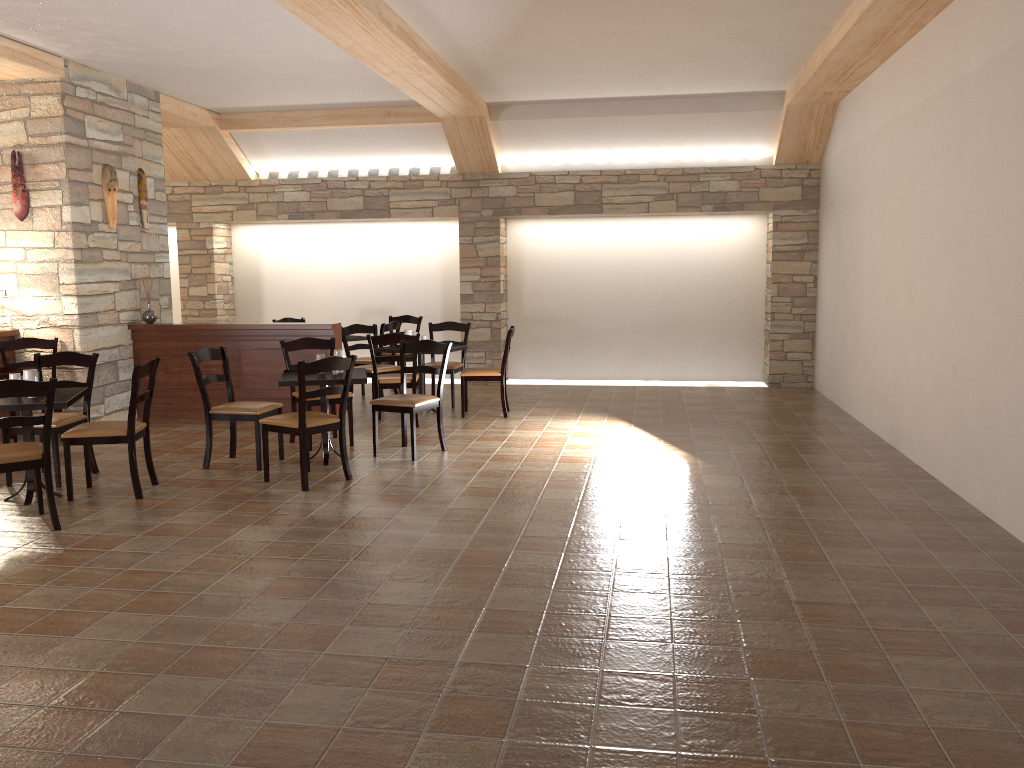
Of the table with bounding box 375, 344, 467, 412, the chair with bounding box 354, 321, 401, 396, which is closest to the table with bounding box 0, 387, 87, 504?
the table with bounding box 375, 344, 467, 412

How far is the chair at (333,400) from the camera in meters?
7.0 m

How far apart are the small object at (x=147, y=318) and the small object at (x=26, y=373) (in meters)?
3.22

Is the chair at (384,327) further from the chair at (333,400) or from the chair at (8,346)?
the chair at (8,346)

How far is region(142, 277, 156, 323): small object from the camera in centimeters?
846cm

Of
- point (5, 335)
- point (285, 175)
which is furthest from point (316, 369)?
point (285, 175)

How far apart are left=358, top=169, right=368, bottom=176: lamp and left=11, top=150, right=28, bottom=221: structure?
4.1 meters

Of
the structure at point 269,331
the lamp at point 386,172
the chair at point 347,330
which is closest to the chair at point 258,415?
the structure at point 269,331

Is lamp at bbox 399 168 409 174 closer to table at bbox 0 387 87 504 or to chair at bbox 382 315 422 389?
chair at bbox 382 315 422 389

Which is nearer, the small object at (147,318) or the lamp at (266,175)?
the small object at (147,318)
